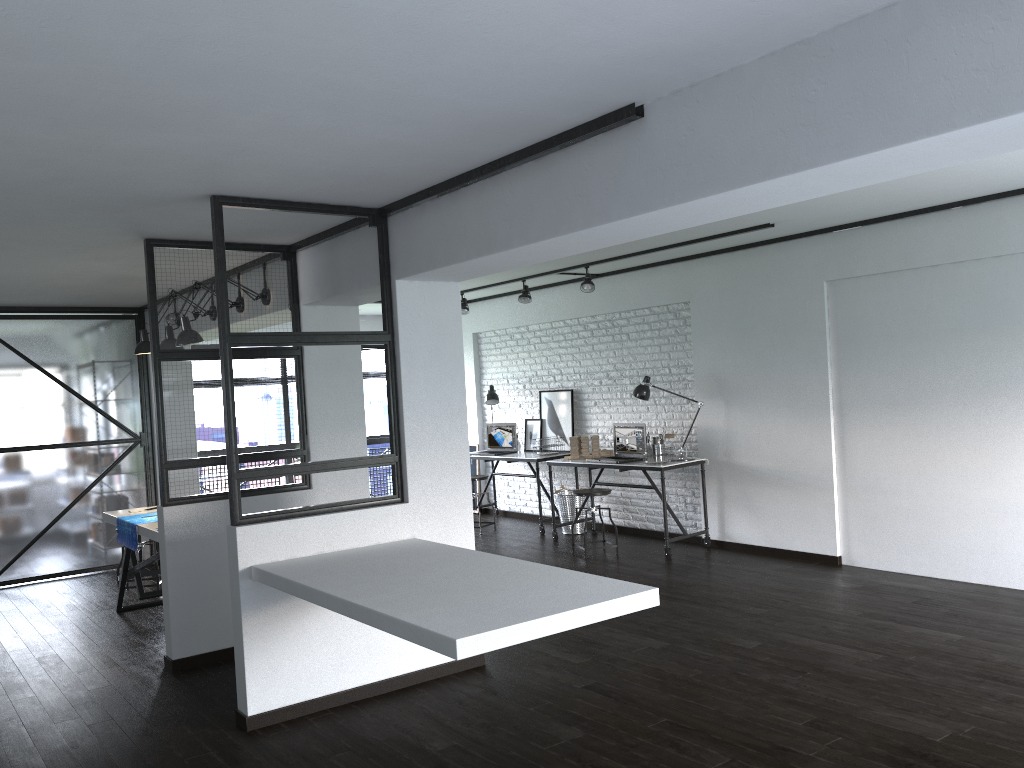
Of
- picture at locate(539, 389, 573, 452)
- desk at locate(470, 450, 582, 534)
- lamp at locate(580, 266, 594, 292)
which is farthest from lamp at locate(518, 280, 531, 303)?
desk at locate(470, 450, 582, 534)

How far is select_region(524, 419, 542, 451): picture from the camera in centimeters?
897cm

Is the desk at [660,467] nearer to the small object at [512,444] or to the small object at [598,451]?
the small object at [598,451]

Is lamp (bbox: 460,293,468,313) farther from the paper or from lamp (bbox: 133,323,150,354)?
the paper

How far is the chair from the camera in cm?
711

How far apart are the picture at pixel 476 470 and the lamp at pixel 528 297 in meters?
2.4 m

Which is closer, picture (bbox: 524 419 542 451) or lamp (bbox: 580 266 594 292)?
lamp (bbox: 580 266 594 292)

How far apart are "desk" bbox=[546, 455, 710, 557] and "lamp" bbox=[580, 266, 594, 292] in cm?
148

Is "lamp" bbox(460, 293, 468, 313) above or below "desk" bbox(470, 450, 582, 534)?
above

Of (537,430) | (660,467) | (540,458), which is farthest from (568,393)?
(660,467)
